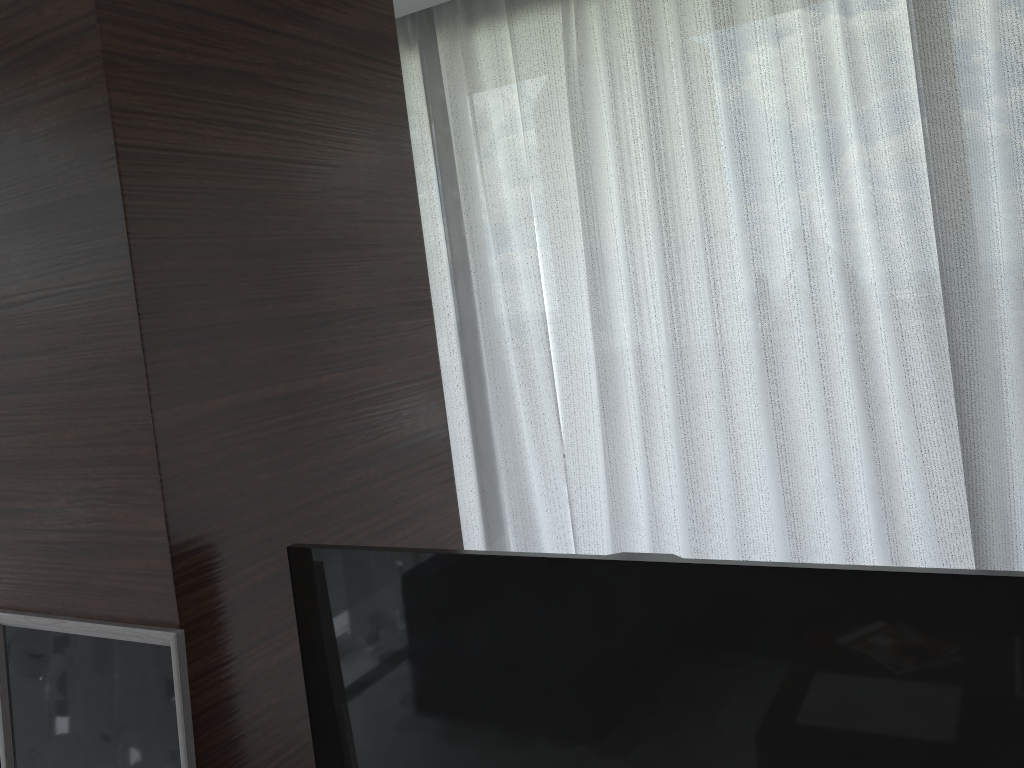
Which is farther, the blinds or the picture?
the blinds

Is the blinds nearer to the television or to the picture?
the television

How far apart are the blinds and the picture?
1.47m

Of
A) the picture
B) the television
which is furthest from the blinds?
the picture

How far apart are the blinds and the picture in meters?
1.5

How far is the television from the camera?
1.0 meters

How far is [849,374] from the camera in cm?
232

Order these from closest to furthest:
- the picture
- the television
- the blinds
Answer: the television < the picture < the blinds

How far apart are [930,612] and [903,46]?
1.6m

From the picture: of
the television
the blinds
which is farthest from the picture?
the blinds
